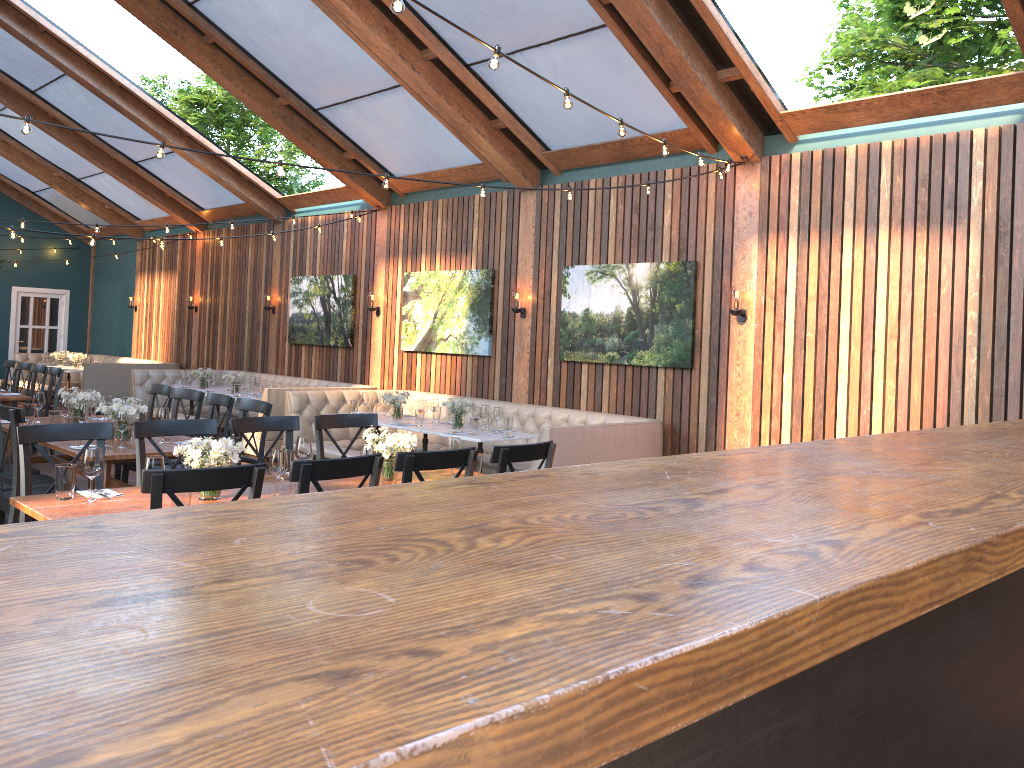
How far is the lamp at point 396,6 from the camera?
3.3m

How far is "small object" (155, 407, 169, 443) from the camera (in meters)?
6.12

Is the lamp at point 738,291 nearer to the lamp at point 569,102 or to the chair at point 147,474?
the lamp at point 569,102

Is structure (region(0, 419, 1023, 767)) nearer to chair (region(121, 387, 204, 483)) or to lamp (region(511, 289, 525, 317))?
chair (region(121, 387, 204, 483))

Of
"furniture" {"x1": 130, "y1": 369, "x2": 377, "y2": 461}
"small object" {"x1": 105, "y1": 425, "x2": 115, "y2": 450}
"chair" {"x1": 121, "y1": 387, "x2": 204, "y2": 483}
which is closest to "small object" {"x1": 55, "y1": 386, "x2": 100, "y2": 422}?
"chair" {"x1": 121, "y1": 387, "x2": 204, "y2": 483}

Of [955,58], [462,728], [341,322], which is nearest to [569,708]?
[462,728]

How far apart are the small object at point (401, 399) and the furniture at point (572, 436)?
0.8m

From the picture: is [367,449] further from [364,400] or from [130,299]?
[130,299]

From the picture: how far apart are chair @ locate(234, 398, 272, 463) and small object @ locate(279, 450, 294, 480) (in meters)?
1.65

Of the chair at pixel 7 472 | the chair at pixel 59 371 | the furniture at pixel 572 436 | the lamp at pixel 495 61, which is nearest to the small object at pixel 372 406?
the furniture at pixel 572 436
